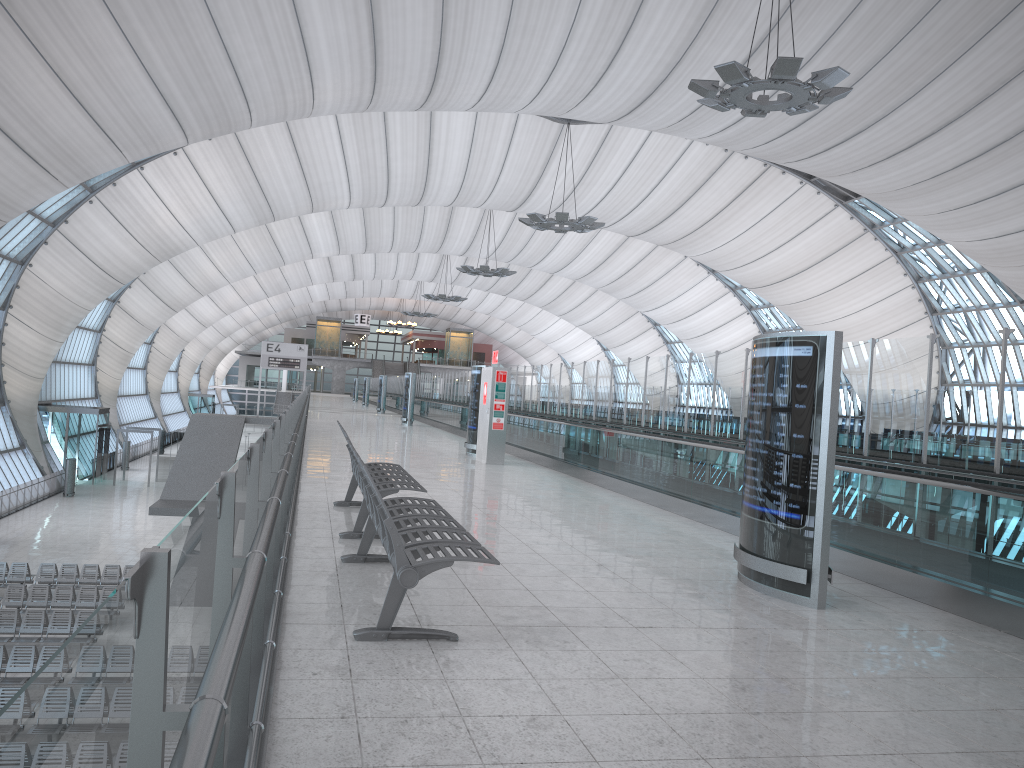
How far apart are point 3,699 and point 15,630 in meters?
5.2

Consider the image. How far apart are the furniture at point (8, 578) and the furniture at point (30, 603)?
1.98m

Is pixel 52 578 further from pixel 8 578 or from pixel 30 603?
pixel 30 603

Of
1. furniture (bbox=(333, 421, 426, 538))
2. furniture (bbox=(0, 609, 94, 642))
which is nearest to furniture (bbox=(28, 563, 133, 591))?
furniture (bbox=(0, 609, 94, 642))

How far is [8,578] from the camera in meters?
23.7

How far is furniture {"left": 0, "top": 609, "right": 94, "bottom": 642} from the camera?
19.2m

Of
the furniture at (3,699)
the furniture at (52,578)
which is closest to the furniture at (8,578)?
the furniture at (52,578)

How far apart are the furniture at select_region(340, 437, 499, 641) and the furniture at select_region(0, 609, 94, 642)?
15.8m

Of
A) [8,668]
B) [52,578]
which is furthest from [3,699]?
[52,578]

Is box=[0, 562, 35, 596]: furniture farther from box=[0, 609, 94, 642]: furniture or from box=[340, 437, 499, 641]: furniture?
box=[340, 437, 499, 641]: furniture
